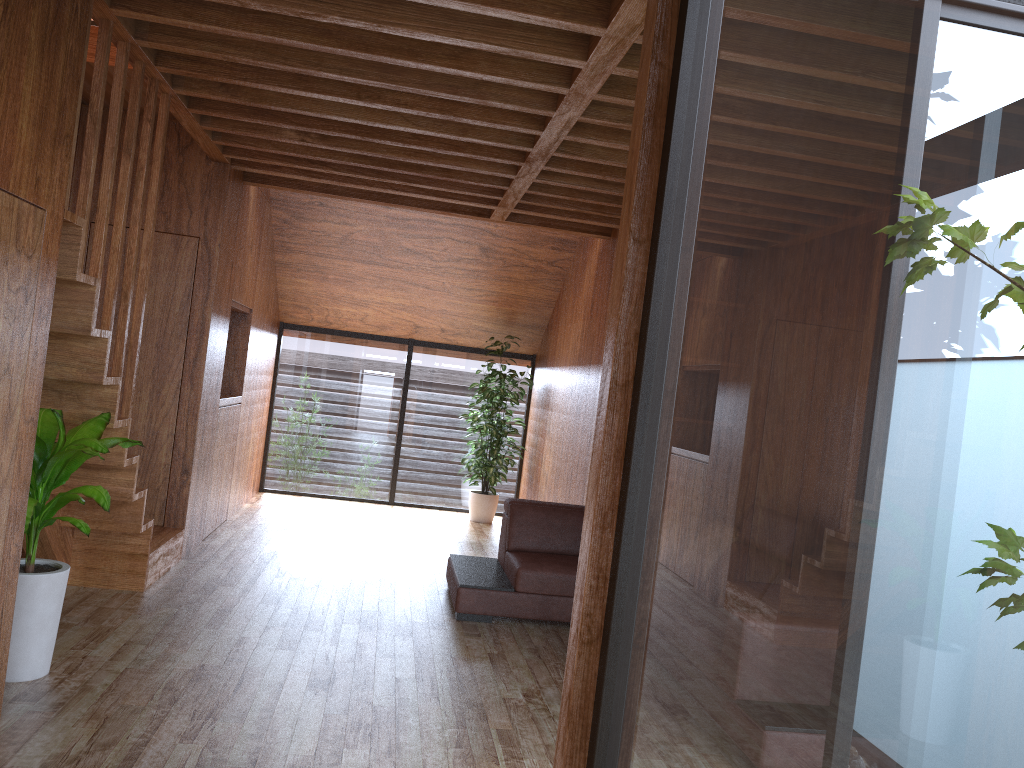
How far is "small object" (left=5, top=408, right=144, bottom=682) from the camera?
3.0m

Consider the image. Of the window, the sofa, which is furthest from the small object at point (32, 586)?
the window

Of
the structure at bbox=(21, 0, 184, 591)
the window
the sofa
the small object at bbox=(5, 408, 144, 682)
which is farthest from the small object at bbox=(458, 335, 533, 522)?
the small object at bbox=(5, 408, 144, 682)

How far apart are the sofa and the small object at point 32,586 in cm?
182

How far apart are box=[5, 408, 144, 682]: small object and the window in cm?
196

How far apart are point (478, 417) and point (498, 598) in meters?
3.3

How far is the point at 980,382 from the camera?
0.9m

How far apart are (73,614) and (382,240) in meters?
4.0

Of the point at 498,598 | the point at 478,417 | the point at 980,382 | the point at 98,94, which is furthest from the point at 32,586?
the point at 478,417

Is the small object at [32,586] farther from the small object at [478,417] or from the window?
the small object at [478,417]
